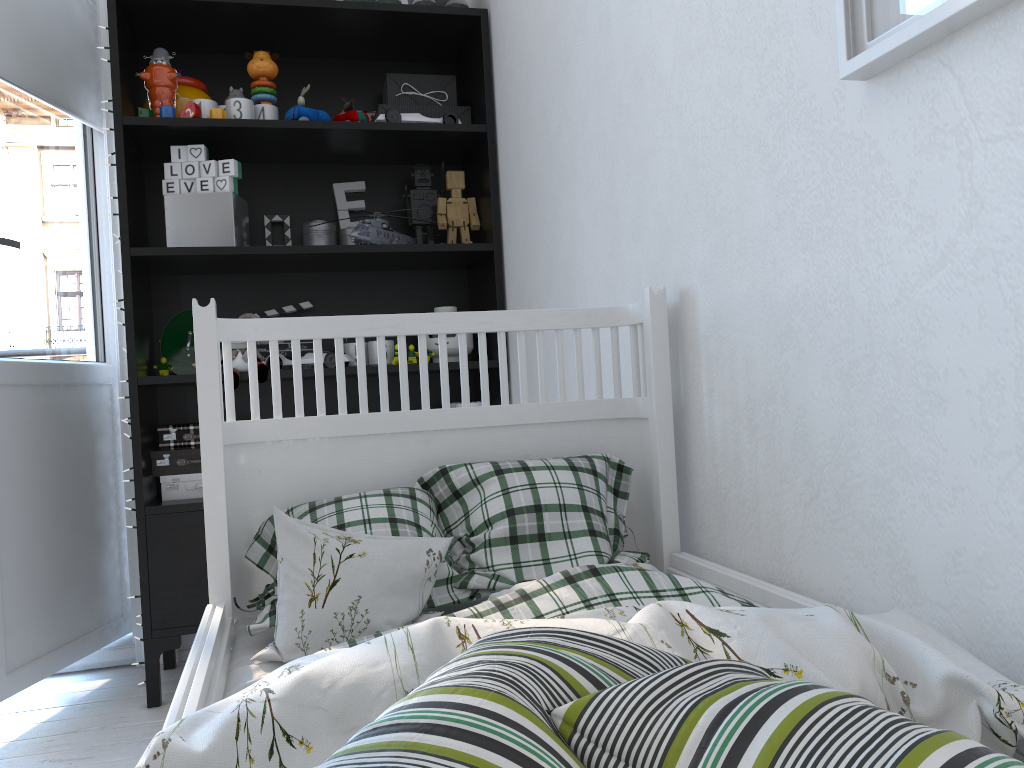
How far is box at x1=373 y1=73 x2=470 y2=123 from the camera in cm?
240

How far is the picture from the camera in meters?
0.7 m

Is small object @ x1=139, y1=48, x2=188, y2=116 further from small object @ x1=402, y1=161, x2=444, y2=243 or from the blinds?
small object @ x1=402, y1=161, x2=444, y2=243

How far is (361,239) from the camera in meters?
2.2

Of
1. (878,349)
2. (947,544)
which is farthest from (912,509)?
(878,349)

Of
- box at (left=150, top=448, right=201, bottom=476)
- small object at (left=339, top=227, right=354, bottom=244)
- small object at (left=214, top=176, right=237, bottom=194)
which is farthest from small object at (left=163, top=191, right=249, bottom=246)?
box at (left=150, top=448, right=201, bottom=476)

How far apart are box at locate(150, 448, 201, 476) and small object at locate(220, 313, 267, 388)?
0.2 meters

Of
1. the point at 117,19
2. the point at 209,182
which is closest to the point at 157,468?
the point at 209,182

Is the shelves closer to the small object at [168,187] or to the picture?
the small object at [168,187]

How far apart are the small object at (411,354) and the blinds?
1.1m
